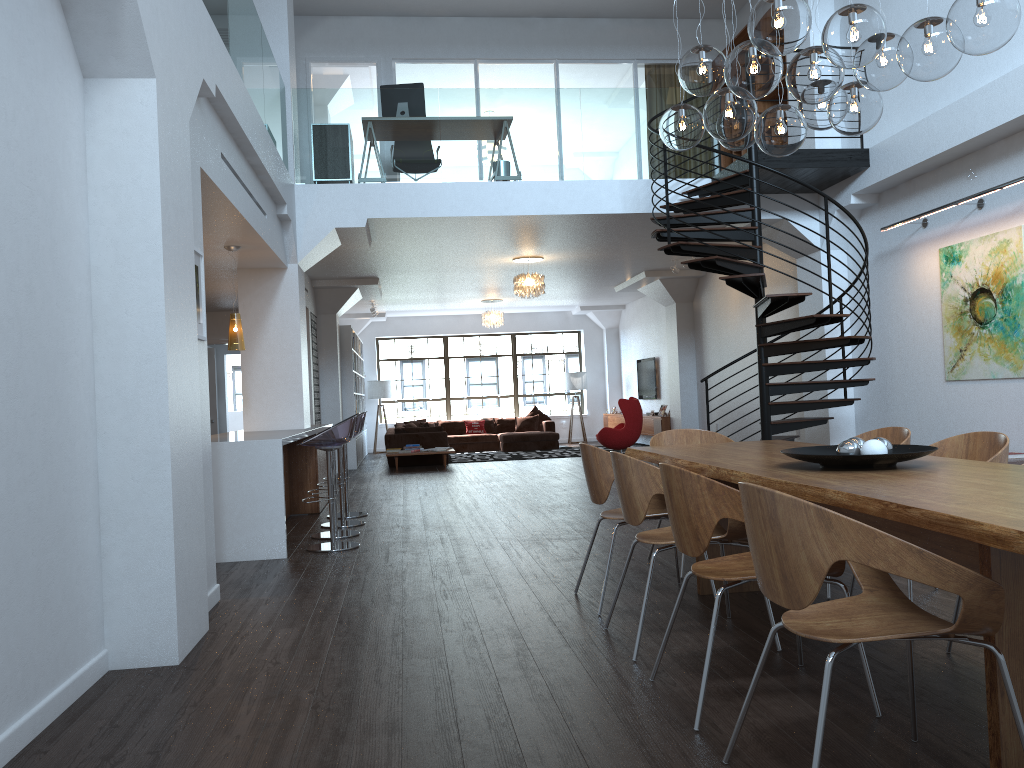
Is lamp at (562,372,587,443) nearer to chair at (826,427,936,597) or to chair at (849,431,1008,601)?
chair at (826,427,936,597)

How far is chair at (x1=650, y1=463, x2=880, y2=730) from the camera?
2.9m

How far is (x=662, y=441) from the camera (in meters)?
5.69

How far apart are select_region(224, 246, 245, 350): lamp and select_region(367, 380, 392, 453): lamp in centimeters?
1149cm

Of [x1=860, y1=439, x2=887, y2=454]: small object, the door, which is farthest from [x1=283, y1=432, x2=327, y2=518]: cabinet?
[x1=860, y1=439, x2=887, y2=454]: small object

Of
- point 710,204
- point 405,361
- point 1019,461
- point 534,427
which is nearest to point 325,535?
point 710,204

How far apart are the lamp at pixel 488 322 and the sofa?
2.21m

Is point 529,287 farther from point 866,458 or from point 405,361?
point 866,458

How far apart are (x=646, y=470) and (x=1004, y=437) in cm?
166

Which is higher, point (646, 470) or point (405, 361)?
point (405, 361)
